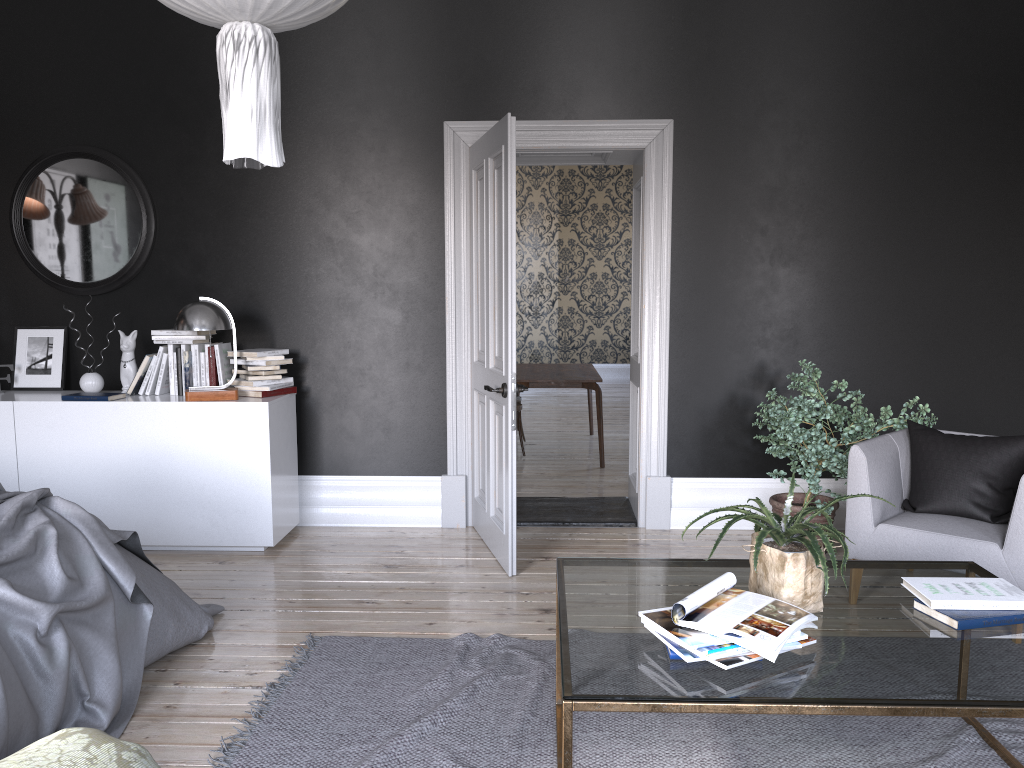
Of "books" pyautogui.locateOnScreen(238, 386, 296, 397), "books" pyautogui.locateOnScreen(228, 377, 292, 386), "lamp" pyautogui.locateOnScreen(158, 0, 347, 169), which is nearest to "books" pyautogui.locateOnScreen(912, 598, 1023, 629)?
"lamp" pyautogui.locateOnScreen(158, 0, 347, 169)

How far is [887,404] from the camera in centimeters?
553cm

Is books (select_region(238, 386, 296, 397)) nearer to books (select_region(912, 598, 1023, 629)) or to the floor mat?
the floor mat

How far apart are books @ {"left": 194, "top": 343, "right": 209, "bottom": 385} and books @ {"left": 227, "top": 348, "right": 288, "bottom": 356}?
0.3 meters

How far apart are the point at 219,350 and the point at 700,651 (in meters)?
3.95

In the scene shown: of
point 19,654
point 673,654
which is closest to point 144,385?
point 19,654

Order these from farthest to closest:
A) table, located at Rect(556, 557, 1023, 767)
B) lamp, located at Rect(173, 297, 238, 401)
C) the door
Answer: lamp, located at Rect(173, 297, 238, 401) → the door → table, located at Rect(556, 557, 1023, 767)

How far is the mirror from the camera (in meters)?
5.52

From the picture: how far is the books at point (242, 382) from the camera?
5.3 meters

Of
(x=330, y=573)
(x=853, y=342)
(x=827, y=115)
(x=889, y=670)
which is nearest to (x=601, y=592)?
(x=889, y=670)
